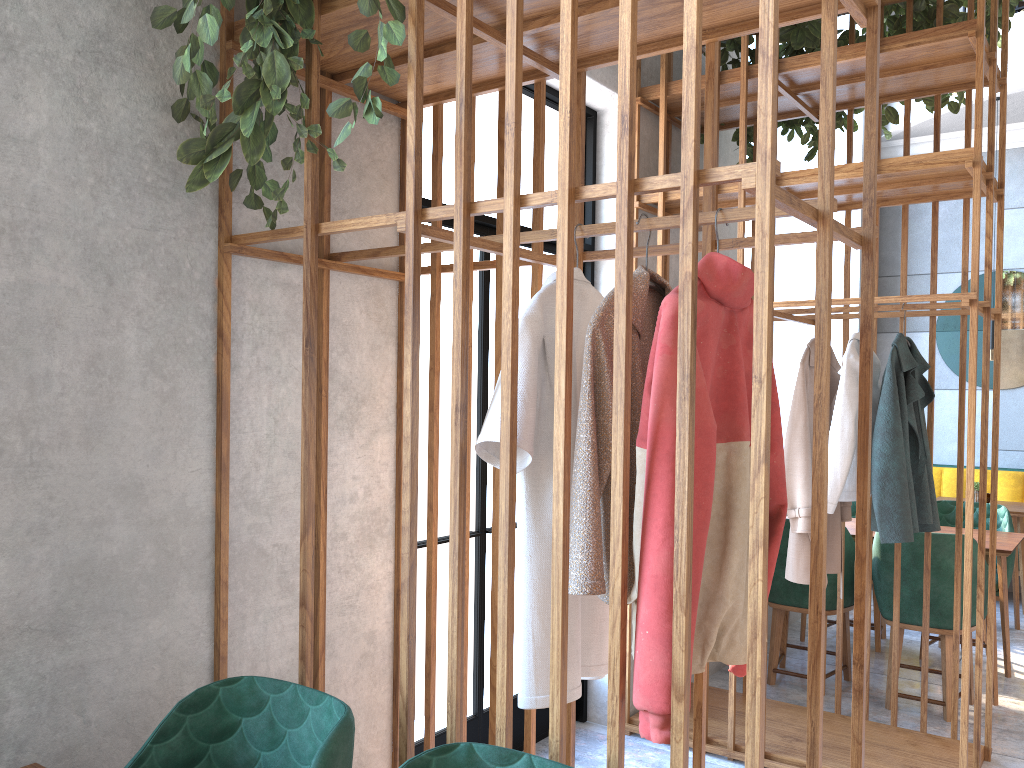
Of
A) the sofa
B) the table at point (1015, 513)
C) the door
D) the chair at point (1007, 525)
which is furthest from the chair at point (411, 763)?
the sofa

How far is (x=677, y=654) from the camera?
1.4 meters

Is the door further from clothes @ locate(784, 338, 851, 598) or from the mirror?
the mirror

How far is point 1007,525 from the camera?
4.87m

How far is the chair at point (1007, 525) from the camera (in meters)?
4.87

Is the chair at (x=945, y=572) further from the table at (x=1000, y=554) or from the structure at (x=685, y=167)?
the table at (x=1000, y=554)

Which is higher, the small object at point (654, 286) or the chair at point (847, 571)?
the small object at point (654, 286)

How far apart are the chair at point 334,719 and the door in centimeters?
123cm

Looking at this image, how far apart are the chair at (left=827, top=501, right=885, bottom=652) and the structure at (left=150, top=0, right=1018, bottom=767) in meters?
1.3 m

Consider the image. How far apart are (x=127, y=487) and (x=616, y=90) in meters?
2.6 m
